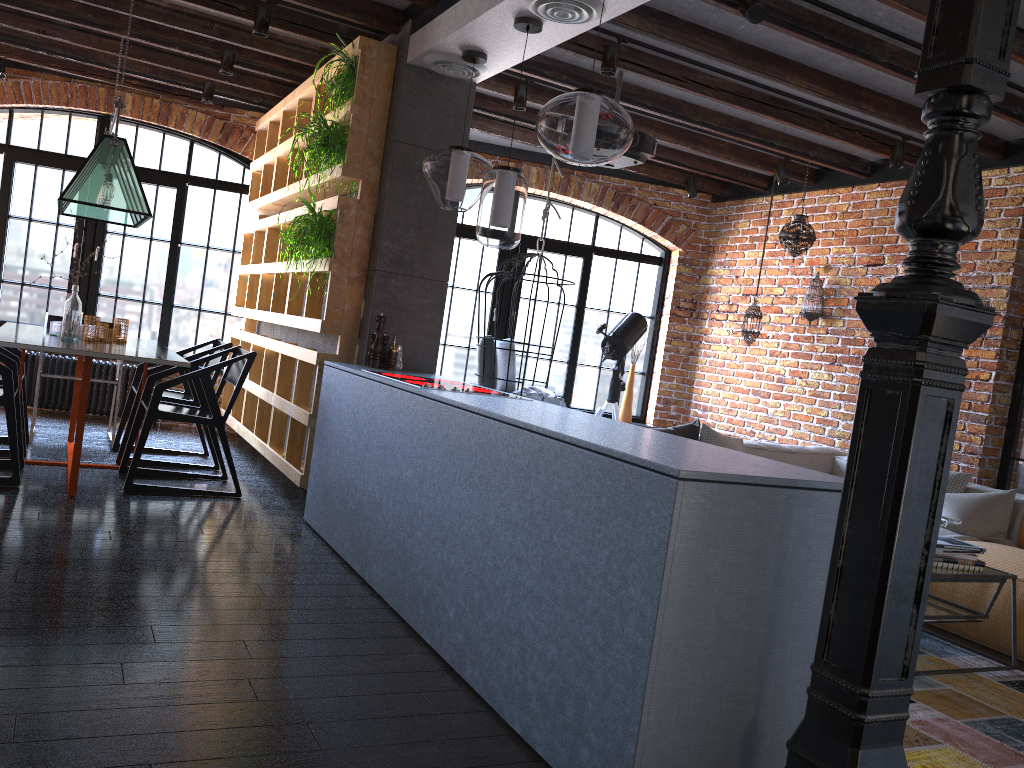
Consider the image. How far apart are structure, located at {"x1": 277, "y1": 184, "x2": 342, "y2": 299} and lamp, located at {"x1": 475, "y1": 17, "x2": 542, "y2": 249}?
1.2m

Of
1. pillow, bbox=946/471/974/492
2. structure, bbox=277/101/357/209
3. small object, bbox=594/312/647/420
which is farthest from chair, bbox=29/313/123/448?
pillow, bbox=946/471/974/492

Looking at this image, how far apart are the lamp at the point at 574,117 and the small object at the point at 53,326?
3.3 meters

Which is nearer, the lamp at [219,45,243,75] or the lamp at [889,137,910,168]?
the lamp at [889,137,910,168]

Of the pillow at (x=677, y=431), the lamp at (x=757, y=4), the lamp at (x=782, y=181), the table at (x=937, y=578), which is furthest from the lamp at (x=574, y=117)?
the lamp at (x=782, y=181)

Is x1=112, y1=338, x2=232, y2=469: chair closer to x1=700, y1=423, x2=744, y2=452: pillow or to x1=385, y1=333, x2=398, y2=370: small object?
x1=385, y1=333, x2=398, y2=370: small object

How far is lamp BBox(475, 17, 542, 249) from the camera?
3.69m

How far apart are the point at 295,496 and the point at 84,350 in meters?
1.5 m

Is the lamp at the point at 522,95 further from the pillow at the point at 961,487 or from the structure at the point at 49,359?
the structure at the point at 49,359

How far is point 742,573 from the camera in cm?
202
